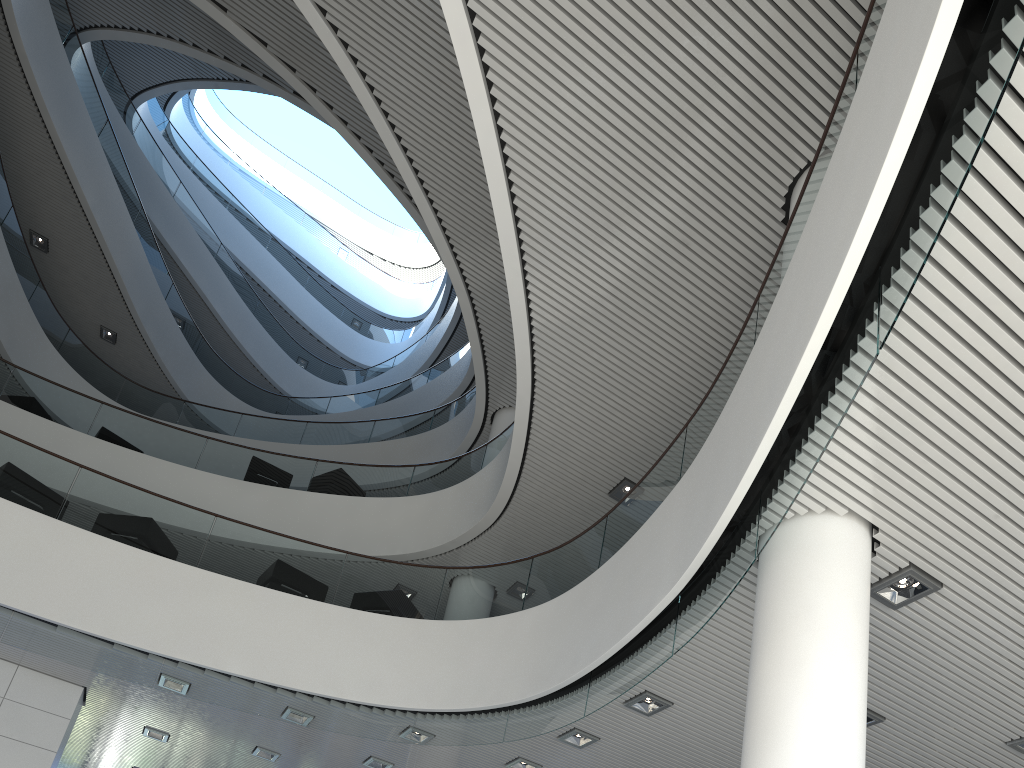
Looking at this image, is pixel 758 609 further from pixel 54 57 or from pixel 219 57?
pixel 219 57
